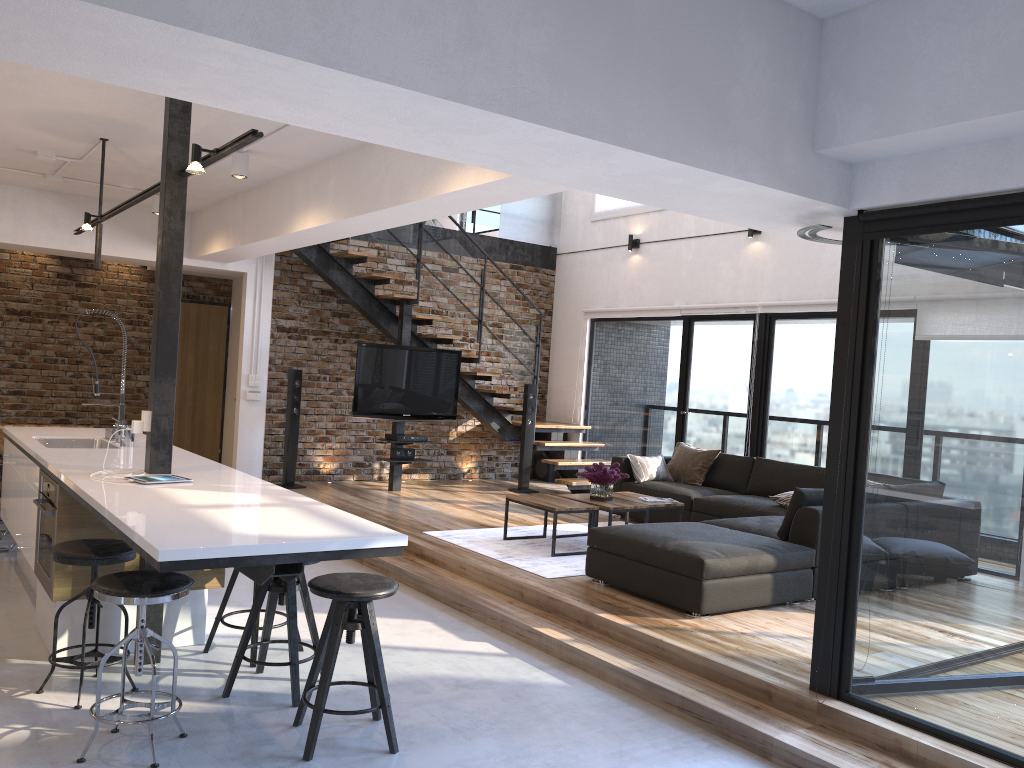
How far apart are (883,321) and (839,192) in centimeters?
57cm

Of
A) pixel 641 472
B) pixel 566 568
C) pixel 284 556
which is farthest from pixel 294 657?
pixel 641 472

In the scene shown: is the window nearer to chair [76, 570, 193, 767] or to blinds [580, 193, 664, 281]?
blinds [580, 193, 664, 281]

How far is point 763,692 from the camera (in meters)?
3.92

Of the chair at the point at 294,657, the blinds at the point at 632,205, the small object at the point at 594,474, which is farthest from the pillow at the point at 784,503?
the chair at the point at 294,657

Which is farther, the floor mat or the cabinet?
the floor mat

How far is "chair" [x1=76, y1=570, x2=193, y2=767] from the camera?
3.1 meters

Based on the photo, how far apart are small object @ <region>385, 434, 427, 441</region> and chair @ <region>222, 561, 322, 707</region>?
4.82m

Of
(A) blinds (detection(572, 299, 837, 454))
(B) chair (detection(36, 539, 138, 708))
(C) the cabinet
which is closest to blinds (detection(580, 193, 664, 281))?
(A) blinds (detection(572, 299, 837, 454))

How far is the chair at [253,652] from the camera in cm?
426
